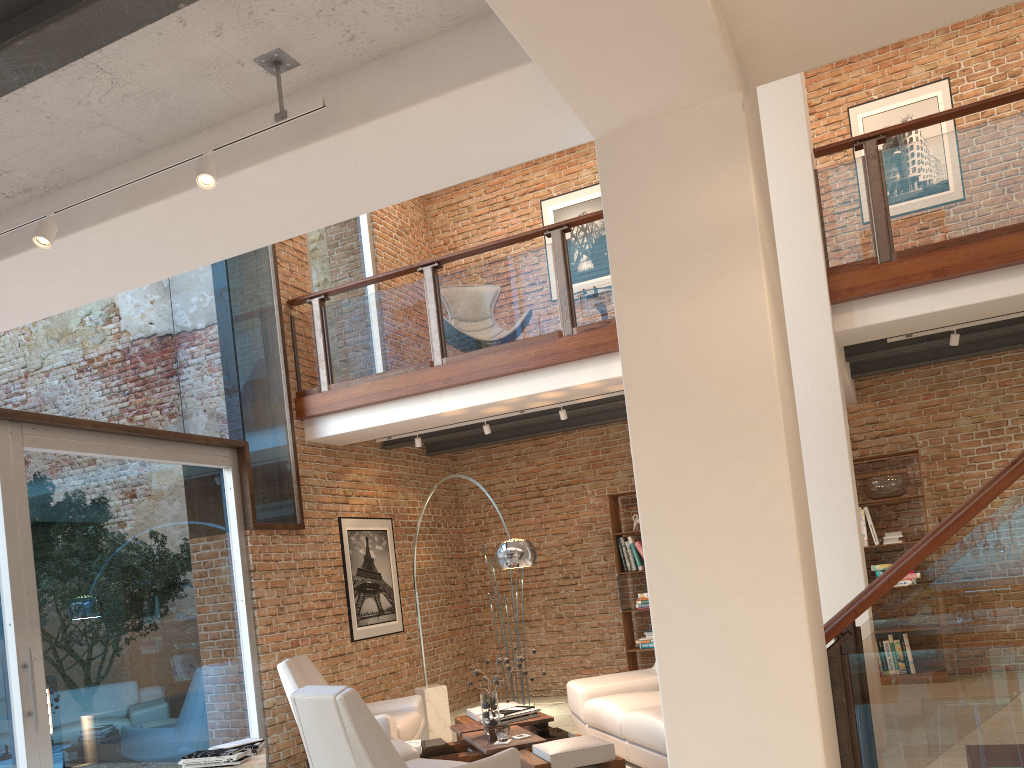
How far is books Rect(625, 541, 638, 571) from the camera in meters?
9.1

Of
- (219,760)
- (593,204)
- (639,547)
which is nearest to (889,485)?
(639,547)

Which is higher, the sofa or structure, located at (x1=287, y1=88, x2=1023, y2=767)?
structure, located at (x1=287, y1=88, x2=1023, y2=767)

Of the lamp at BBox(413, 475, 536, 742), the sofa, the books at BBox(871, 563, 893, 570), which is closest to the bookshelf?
the sofa

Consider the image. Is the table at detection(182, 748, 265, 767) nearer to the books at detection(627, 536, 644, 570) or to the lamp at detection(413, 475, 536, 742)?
the lamp at detection(413, 475, 536, 742)

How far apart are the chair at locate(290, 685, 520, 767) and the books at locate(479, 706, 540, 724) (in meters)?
1.16

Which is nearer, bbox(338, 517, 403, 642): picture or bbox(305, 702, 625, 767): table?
bbox(305, 702, 625, 767): table

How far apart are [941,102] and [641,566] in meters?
5.5 m

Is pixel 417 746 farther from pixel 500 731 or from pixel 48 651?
pixel 48 651

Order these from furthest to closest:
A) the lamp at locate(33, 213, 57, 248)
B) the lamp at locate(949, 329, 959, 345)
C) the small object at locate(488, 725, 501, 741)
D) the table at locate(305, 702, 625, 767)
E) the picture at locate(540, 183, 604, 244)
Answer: the picture at locate(540, 183, 604, 244), the lamp at locate(949, 329, 959, 345), the small object at locate(488, 725, 501, 741), the table at locate(305, 702, 625, 767), the lamp at locate(33, 213, 57, 248)
